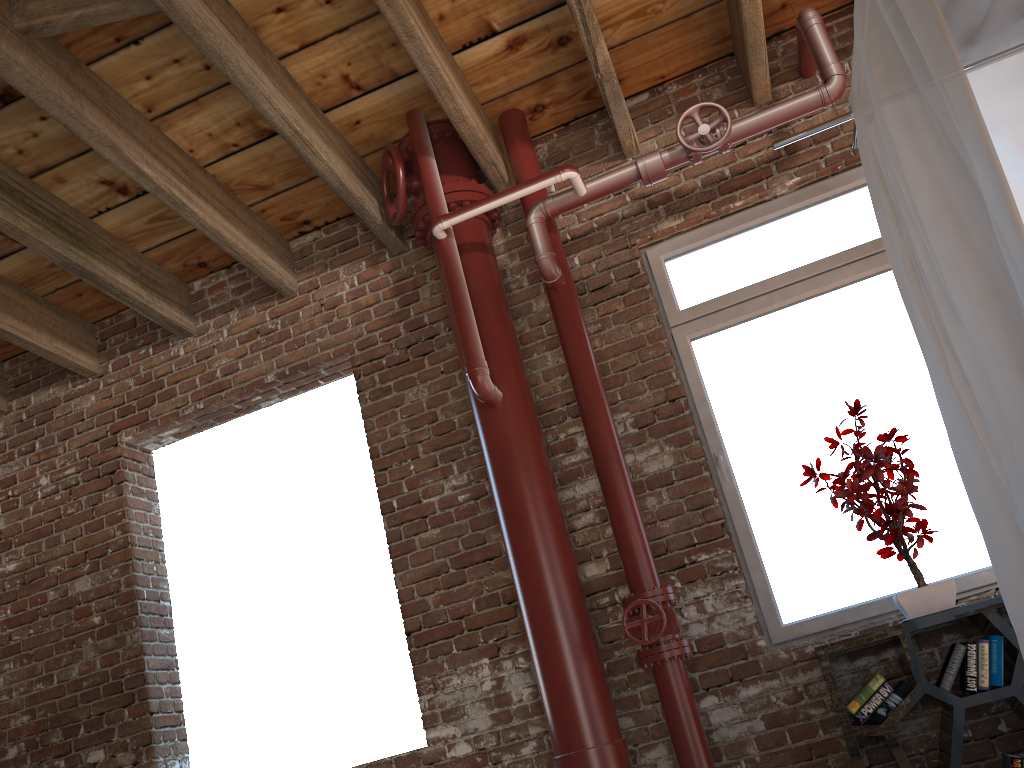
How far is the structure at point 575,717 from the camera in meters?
3.0

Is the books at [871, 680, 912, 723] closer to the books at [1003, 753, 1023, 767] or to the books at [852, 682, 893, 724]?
the books at [852, 682, 893, 724]

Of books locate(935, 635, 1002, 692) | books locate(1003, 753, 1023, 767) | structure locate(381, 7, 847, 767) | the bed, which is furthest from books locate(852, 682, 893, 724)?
the bed

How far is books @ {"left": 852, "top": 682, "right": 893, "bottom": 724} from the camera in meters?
2.8

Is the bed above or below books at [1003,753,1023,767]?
above

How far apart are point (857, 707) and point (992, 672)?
0.42m

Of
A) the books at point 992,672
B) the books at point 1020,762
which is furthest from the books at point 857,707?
the books at point 1020,762

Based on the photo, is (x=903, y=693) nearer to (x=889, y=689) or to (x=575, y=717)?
(x=889, y=689)

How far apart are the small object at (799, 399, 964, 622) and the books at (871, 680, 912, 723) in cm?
21

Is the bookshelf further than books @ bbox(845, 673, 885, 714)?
No
